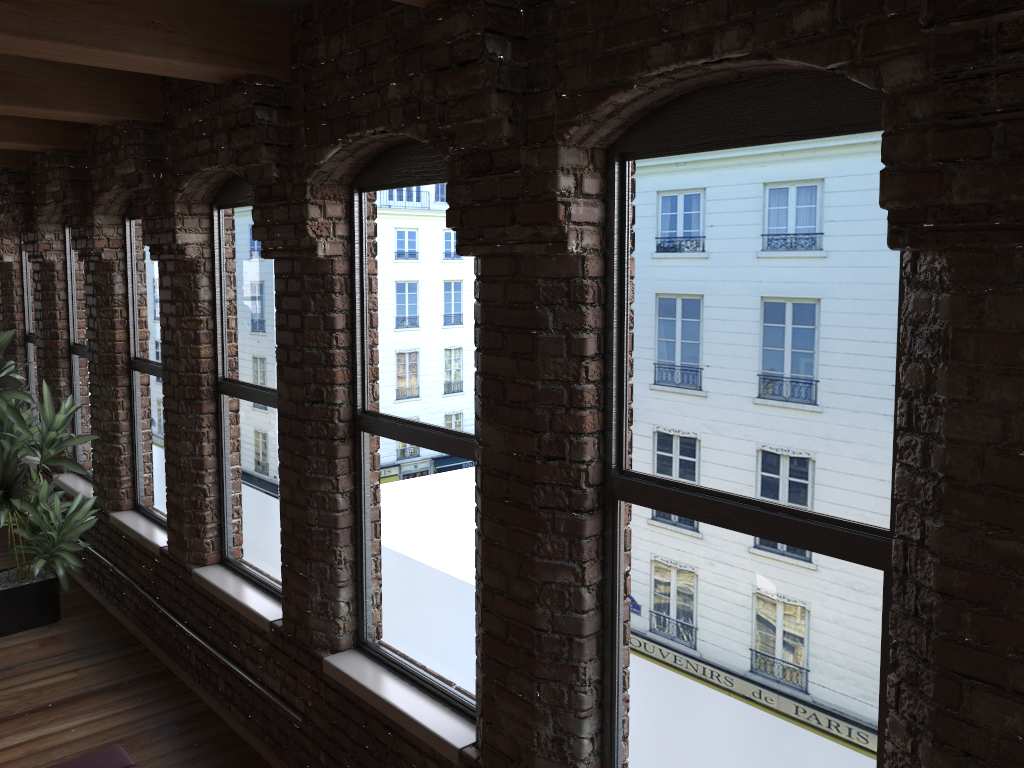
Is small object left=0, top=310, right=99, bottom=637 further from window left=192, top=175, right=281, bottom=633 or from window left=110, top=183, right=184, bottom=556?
window left=192, top=175, right=281, bottom=633

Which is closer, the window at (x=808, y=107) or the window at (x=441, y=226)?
the window at (x=808, y=107)

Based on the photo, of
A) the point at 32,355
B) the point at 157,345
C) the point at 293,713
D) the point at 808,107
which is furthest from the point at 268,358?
the point at 32,355

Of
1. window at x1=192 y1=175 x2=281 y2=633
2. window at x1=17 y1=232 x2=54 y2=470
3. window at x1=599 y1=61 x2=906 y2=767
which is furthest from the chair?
window at x1=17 y1=232 x2=54 y2=470

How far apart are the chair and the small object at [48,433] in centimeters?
276cm

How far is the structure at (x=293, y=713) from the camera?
4.0 meters

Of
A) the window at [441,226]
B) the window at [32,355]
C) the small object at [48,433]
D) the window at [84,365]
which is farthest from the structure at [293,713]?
the window at [32,355]

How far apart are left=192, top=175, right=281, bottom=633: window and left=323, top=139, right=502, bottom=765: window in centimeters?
56cm

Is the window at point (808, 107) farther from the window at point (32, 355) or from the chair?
the window at point (32, 355)

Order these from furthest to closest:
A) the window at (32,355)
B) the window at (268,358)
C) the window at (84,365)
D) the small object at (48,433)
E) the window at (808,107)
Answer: the window at (32,355) < the window at (84,365) < the small object at (48,433) < the window at (268,358) < the window at (808,107)
